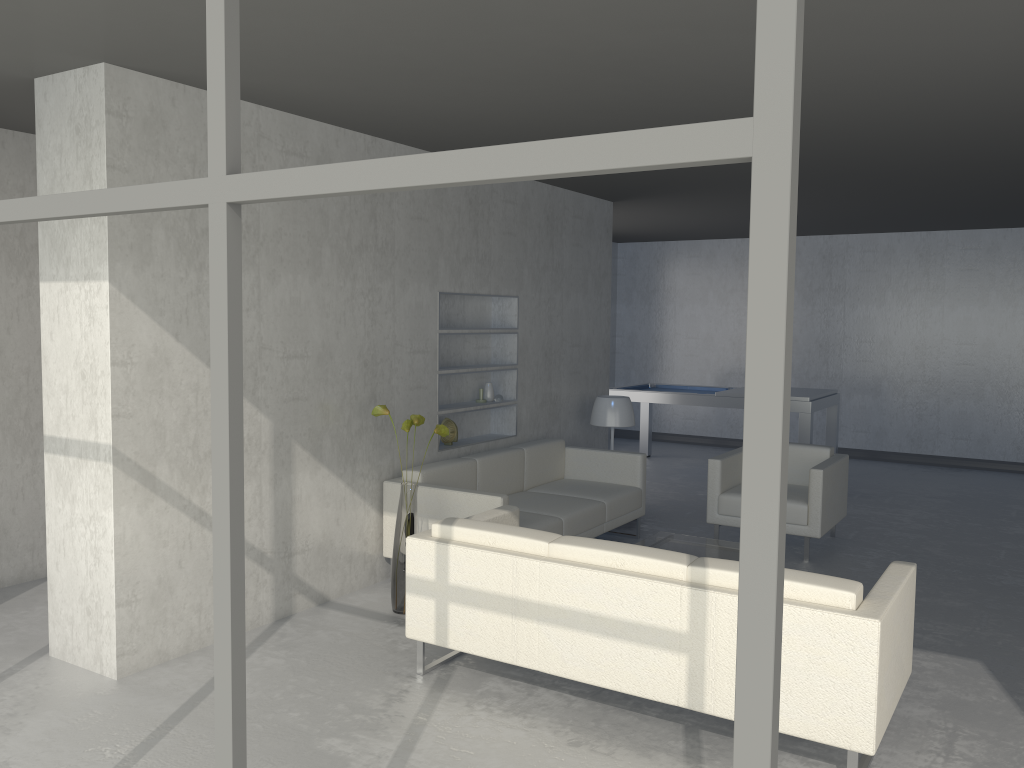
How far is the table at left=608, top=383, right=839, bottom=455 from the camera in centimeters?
786cm

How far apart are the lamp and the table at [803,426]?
1.8m

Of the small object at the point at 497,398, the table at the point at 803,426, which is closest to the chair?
the small object at the point at 497,398

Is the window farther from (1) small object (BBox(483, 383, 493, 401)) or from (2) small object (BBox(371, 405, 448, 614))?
(1) small object (BBox(483, 383, 493, 401))

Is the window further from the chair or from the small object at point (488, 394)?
the chair

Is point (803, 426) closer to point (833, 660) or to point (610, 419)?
point (610, 419)

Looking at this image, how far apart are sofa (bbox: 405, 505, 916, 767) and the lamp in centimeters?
246cm

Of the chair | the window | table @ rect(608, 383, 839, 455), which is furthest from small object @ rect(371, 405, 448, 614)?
table @ rect(608, 383, 839, 455)

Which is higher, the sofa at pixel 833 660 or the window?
the window

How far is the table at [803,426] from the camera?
7.86m
